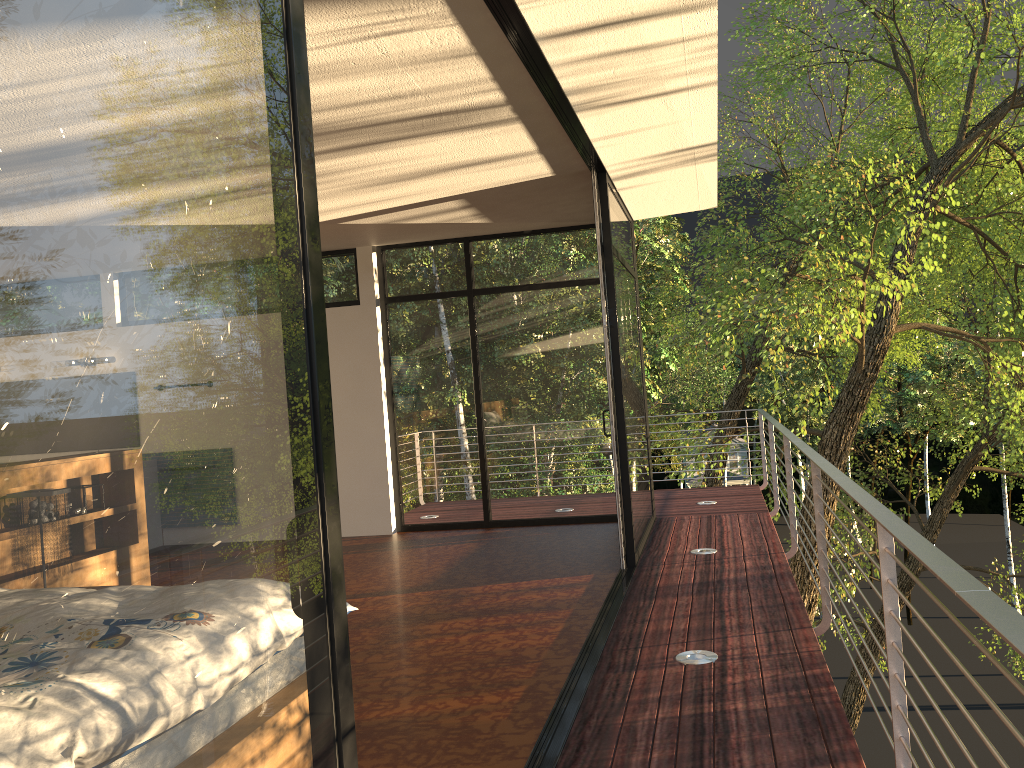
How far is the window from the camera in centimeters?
81cm

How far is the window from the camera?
0.8m
